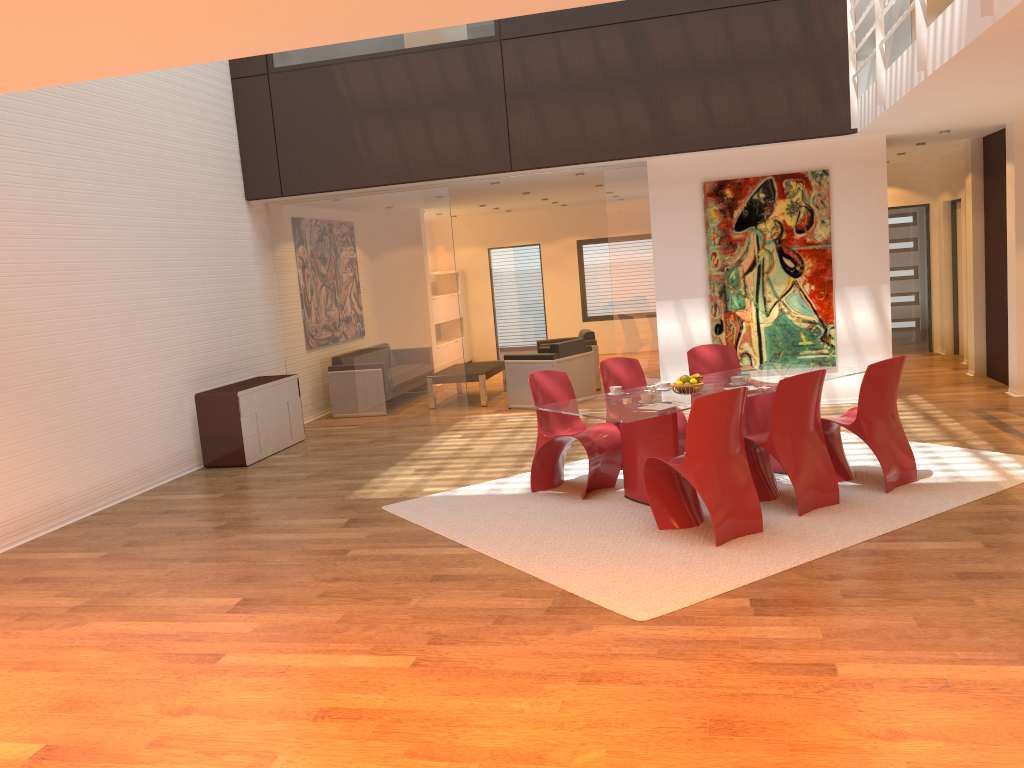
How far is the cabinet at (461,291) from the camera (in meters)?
16.38

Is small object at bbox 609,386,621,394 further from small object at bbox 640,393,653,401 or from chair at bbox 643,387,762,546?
chair at bbox 643,387,762,546

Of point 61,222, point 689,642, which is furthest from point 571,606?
point 61,222

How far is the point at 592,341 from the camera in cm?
1171

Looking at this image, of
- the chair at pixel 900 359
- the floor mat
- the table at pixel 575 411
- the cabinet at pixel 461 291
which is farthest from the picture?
the cabinet at pixel 461 291

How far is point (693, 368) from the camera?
7.5m

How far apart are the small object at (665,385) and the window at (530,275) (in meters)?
10.24

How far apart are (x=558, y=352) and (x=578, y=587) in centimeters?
595cm

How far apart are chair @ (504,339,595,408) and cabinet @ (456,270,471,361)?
5.3m

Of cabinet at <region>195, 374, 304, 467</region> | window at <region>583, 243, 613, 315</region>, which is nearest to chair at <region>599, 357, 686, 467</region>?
cabinet at <region>195, 374, 304, 467</region>
